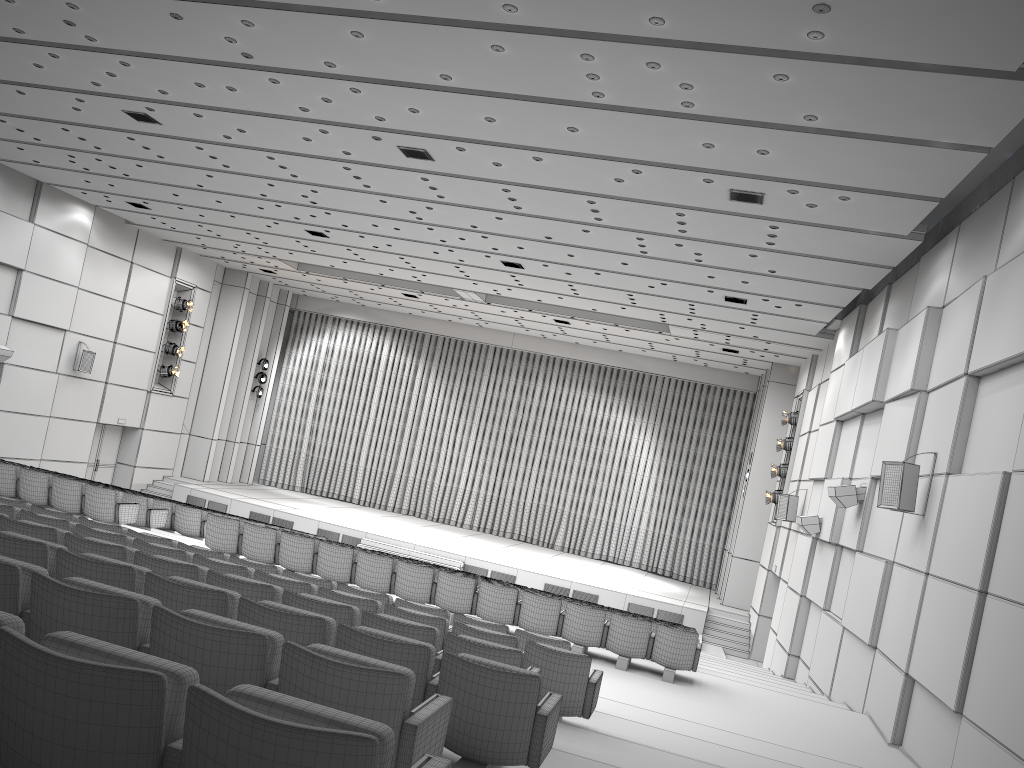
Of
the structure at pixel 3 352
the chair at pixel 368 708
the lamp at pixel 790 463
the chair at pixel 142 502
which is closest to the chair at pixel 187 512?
the chair at pixel 142 502

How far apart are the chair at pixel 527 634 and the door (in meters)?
16.72

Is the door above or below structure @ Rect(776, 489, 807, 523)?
below

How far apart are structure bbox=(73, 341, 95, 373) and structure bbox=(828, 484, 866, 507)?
18.0m

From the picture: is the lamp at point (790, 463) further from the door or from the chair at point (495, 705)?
the door

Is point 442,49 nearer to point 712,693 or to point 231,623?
point 231,623

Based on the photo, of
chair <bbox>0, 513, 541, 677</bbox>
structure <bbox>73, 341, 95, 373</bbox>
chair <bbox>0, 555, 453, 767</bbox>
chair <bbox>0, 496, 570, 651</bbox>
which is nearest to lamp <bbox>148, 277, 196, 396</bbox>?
structure <bbox>73, 341, 95, 373</bbox>

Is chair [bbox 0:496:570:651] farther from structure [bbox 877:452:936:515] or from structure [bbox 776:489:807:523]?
structure [bbox 776:489:807:523]

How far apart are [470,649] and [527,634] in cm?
222

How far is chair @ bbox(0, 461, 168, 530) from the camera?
13.2m
